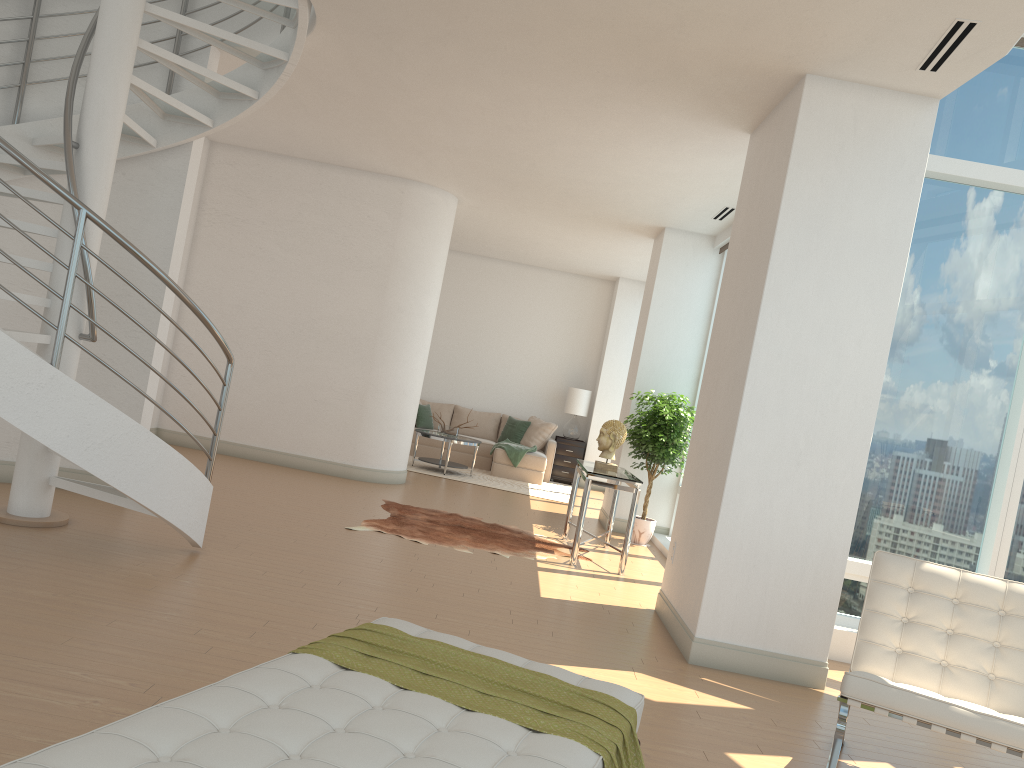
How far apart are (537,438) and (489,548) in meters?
6.5 m

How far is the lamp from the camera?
14.1m

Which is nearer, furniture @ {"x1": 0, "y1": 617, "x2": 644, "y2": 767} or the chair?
furniture @ {"x1": 0, "y1": 617, "x2": 644, "y2": 767}

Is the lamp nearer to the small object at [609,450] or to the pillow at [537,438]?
the pillow at [537,438]

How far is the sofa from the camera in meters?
13.0

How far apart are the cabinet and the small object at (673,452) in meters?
4.5 m

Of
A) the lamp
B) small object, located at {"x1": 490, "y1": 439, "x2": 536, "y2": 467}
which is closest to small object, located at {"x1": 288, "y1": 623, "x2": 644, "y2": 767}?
small object, located at {"x1": 490, "y1": 439, "x2": 536, "y2": 467}

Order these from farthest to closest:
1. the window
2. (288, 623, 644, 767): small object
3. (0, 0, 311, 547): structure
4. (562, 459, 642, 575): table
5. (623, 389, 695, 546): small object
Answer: (623, 389, 695, 546): small object → (562, 459, 642, 575): table → the window → (0, 0, 311, 547): structure → (288, 623, 644, 767): small object

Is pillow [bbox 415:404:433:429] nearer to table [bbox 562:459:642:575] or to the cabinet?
the cabinet

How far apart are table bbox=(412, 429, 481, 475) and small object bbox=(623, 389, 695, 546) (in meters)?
3.22
